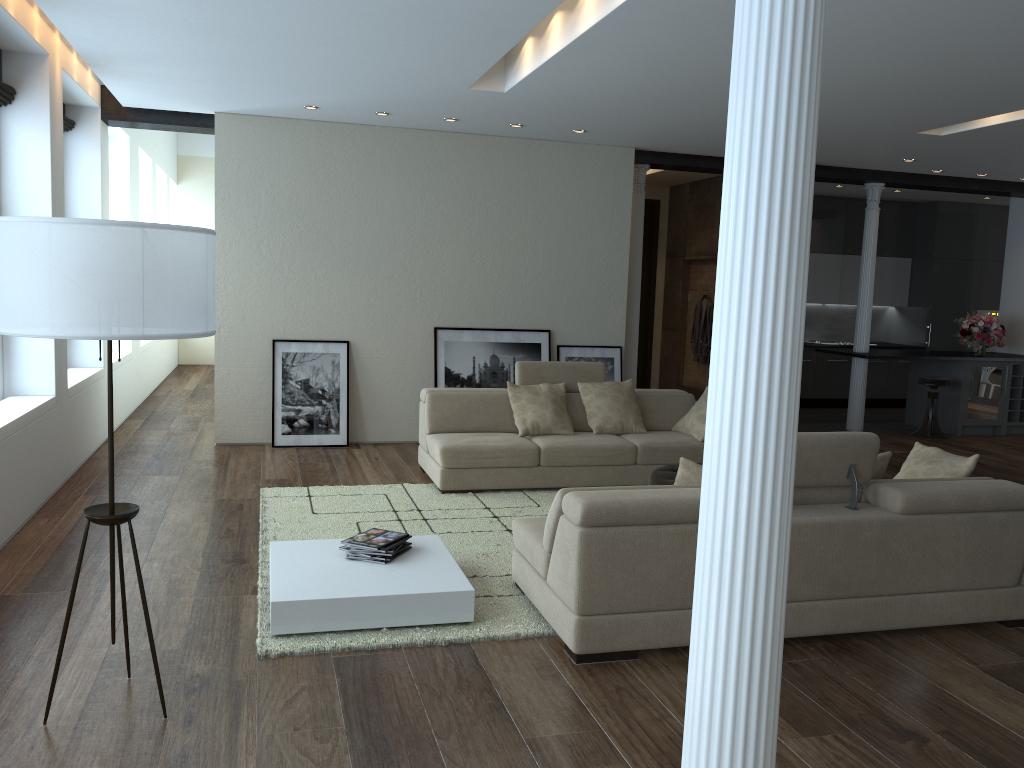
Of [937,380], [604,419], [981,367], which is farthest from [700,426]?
[981,367]

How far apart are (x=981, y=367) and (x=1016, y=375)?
0.5m

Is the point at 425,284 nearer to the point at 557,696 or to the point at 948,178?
the point at 557,696

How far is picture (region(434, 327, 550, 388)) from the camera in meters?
8.6 m

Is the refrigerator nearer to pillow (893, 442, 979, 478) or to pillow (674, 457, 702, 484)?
pillow (893, 442, 979, 478)

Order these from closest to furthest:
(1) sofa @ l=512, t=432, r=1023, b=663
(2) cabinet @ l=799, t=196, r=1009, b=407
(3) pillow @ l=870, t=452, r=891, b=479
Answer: (1) sofa @ l=512, t=432, r=1023, b=663 → (3) pillow @ l=870, t=452, r=891, b=479 → (2) cabinet @ l=799, t=196, r=1009, b=407

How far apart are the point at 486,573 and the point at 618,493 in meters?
1.3

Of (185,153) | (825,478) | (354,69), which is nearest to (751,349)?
(825,478)

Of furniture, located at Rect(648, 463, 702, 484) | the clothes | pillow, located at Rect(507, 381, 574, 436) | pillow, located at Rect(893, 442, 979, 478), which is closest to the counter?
the clothes

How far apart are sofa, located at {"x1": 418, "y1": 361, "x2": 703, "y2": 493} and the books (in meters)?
1.88
